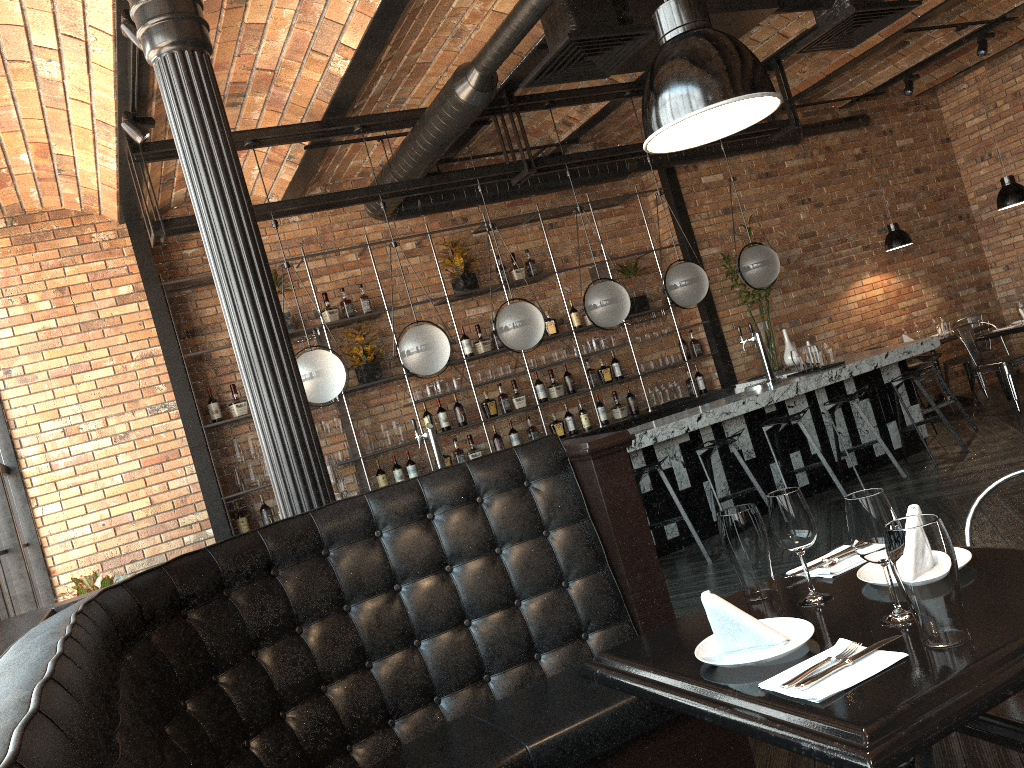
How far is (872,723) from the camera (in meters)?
1.29

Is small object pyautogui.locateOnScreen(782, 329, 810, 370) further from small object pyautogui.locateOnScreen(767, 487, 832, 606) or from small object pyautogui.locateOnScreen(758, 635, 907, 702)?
small object pyautogui.locateOnScreen(758, 635, 907, 702)

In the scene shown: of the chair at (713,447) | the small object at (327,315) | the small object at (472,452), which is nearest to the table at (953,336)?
the chair at (713,447)

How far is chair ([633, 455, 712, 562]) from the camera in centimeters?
569cm

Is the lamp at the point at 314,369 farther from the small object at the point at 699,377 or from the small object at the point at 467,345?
the small object at the point at 699,377

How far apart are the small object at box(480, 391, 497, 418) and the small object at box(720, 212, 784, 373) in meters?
2.7 m

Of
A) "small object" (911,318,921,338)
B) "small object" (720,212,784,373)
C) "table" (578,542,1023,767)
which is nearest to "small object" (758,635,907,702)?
"table" (578,542,1023,767)

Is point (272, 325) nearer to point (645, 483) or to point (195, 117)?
point (195, 117)

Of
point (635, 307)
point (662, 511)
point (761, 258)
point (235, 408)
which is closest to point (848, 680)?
point (662, 511)

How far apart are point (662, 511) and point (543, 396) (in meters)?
2.18
